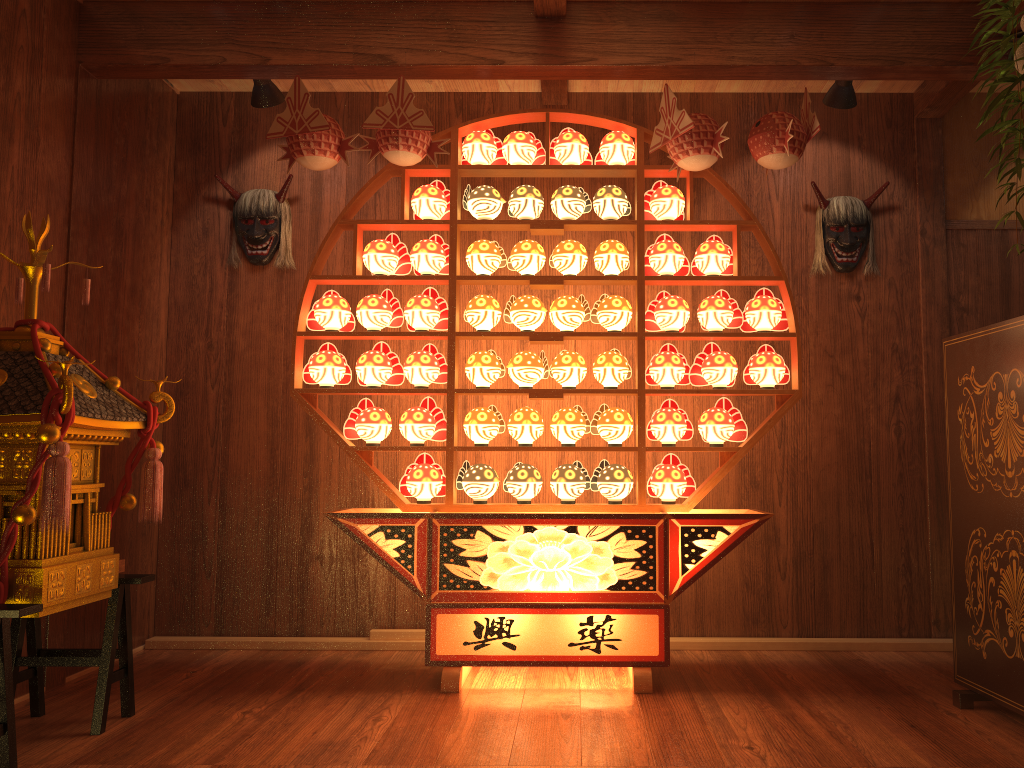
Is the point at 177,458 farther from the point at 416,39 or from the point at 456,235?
the point at 416,39

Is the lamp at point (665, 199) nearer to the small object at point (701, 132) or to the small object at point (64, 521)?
the small object at point (701, 132)

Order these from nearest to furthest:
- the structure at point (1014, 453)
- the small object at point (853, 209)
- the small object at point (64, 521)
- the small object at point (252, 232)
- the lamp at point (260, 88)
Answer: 1. the small object at point (64, 521)
2. the structure at point (1014, 453)
3. the lamp at point (260, 88)
4. the small object at point (853, 209)
5. the small object at point (252, 232)

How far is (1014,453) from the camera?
2.6m

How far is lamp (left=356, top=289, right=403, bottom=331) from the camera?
3.4 meters

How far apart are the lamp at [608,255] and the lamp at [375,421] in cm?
101

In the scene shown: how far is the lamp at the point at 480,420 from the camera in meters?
3.4 m

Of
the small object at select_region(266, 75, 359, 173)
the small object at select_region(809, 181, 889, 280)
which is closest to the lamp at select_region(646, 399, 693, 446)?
the small object at select_region(809, 181, 889, 280)

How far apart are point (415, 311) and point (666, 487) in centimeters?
117cm

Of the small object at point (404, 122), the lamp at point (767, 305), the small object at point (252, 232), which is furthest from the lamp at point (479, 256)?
the small object at point (252, 232)
